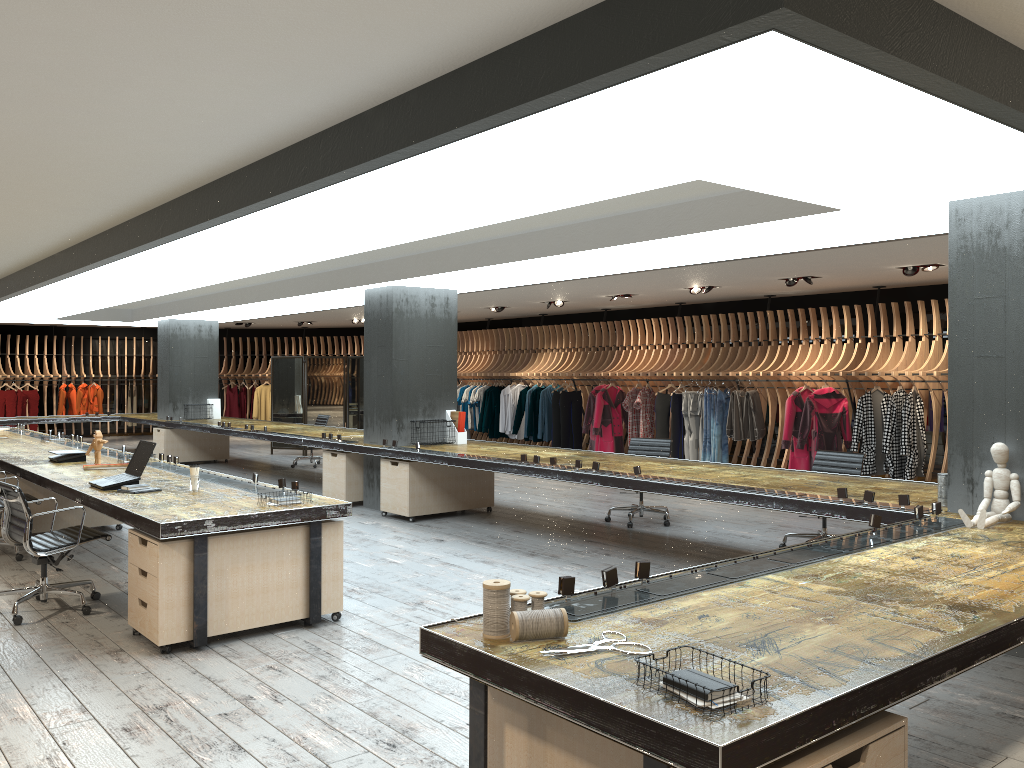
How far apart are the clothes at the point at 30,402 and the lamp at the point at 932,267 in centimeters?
1891cm

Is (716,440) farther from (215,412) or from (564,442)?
(215,412)

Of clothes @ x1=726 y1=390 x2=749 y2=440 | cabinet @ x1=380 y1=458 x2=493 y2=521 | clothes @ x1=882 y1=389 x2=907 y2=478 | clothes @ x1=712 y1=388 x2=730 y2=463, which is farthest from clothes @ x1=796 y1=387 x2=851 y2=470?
cabinet @ x1=380 y1=458 x2=493 y2=521

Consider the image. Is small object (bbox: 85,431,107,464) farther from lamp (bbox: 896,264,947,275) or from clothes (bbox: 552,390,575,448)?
clothes (bbox: 552,390,575,448)

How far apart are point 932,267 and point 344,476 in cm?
723

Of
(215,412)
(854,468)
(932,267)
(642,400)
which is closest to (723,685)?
(854,468)

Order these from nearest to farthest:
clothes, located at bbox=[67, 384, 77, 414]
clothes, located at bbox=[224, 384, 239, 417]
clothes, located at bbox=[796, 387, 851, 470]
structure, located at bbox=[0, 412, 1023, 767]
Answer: structure, located at bbox=[0, 412, 1023, 767]
clothes, located at bbox=[796, 387, 851, 470]
clothes, located at bbox=[67, 384, 77, 414]
clothes, located at bbox=[224, 384, 239, 417]

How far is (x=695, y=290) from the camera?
12.86m

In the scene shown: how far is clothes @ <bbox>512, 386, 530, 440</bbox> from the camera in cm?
1706

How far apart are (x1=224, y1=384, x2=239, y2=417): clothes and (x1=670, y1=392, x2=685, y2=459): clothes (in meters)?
12.63
